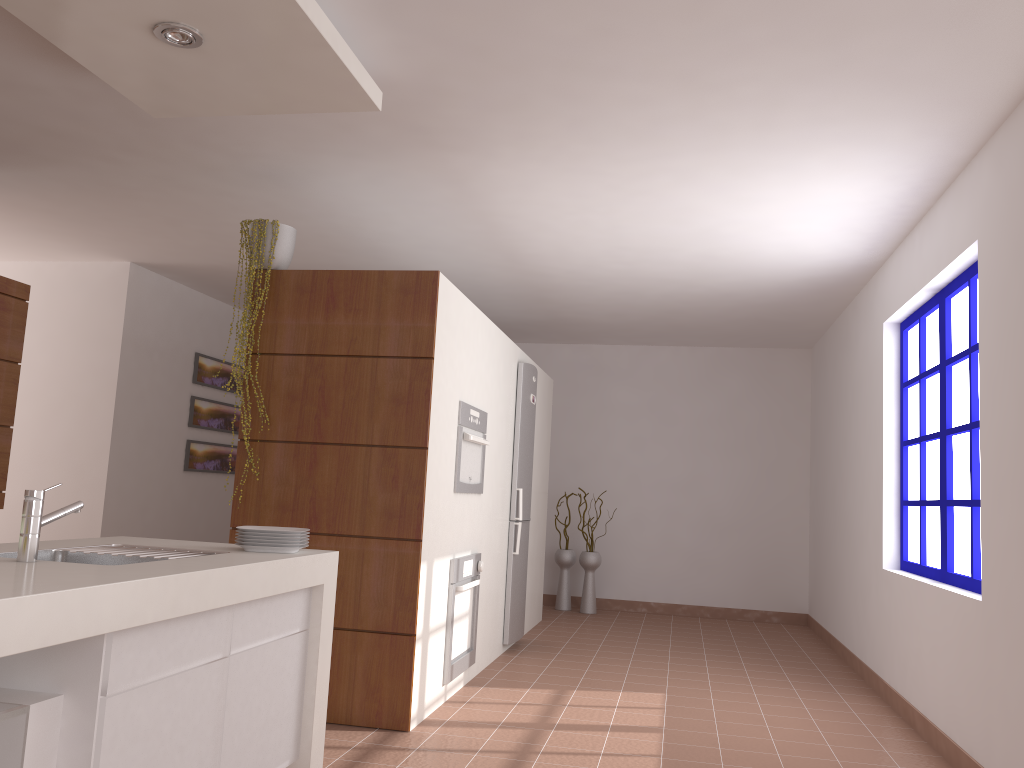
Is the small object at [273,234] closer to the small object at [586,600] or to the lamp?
the lamp

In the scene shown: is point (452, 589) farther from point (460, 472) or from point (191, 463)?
point (191, 463)

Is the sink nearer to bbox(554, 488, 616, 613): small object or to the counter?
the counter

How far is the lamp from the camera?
2.7 meters

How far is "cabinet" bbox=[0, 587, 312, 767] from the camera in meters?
1.8 m

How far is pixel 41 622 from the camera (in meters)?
1.61

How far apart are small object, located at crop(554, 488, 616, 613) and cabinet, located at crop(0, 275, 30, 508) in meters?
4.7 m

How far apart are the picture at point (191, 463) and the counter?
4.2m

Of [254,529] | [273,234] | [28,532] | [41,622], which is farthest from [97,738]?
[273,234]

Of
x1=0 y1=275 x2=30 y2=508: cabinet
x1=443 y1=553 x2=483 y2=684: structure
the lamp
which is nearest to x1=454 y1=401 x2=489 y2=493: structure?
x1=443 y1=553 x2=483 y2=684: structure
